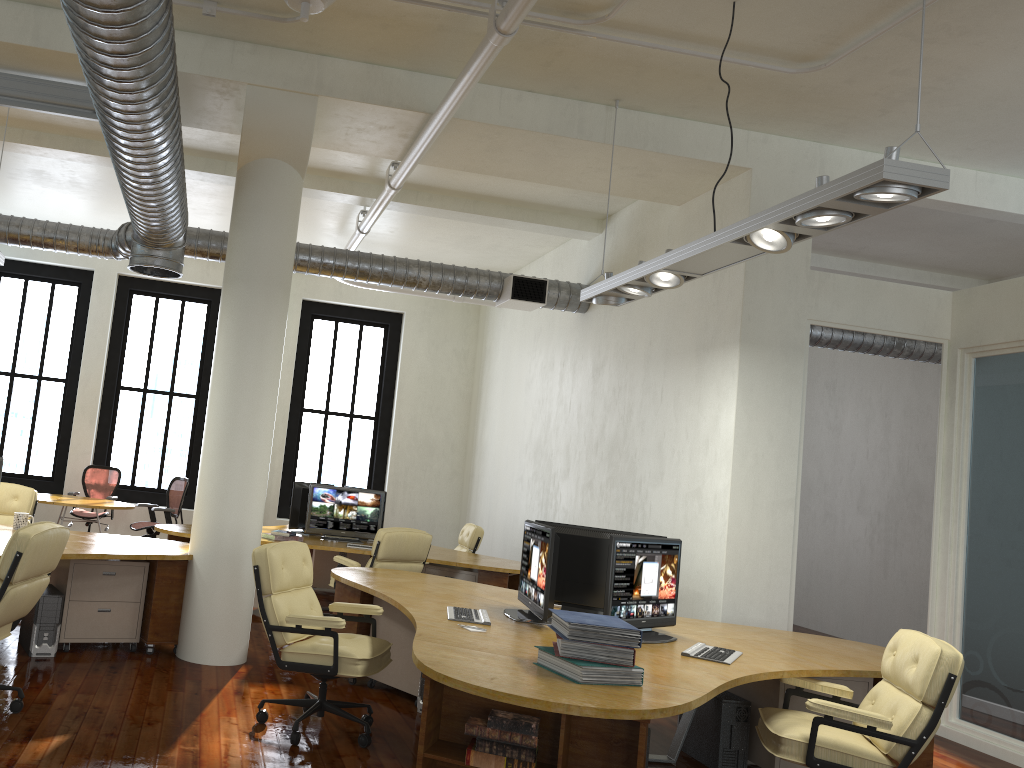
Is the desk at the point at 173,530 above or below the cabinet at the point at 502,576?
above

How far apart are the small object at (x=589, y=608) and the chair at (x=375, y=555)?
2.29m

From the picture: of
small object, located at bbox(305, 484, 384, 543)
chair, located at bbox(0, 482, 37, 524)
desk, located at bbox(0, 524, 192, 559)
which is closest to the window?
small object, located at bbox(305, 484, 384, 543)

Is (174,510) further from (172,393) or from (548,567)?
(548,567)

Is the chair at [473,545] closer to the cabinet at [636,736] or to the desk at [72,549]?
the desk at [72,549]

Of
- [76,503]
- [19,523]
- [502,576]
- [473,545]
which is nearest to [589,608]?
[502,576]

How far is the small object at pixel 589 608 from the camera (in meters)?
5.45

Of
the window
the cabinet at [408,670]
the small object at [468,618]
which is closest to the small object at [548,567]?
the small object at [468,618]

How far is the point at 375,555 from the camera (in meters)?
7.69

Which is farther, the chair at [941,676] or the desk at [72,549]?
the desk at [72,549]
